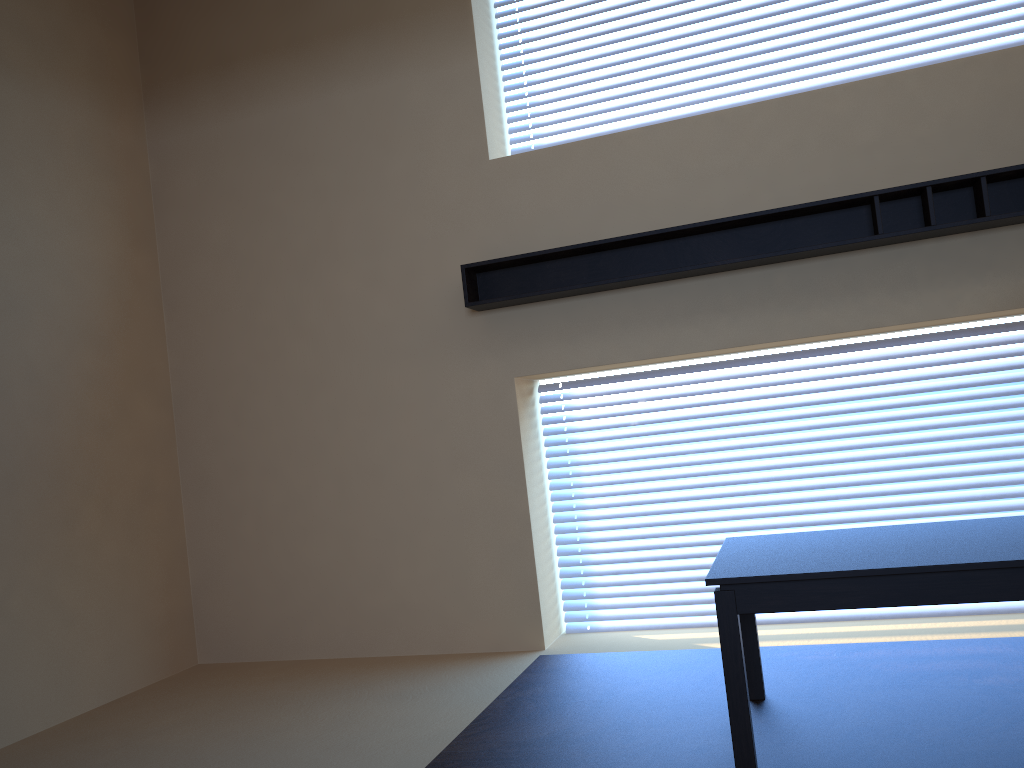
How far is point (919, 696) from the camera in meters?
3.1 m

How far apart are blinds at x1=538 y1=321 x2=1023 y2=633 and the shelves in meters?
0.6

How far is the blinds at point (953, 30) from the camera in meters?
4.3 m

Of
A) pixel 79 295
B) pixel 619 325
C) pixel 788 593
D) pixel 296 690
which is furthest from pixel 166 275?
pixel 788 593

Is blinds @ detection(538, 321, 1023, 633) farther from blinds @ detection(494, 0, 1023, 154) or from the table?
blinds @ detection(494, 0, 1023, 154)

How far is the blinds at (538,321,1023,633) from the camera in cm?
423

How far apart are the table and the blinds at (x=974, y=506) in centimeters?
122cm

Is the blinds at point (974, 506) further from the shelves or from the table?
the table

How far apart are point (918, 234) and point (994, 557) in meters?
1.9 m

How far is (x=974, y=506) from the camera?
4.2m
